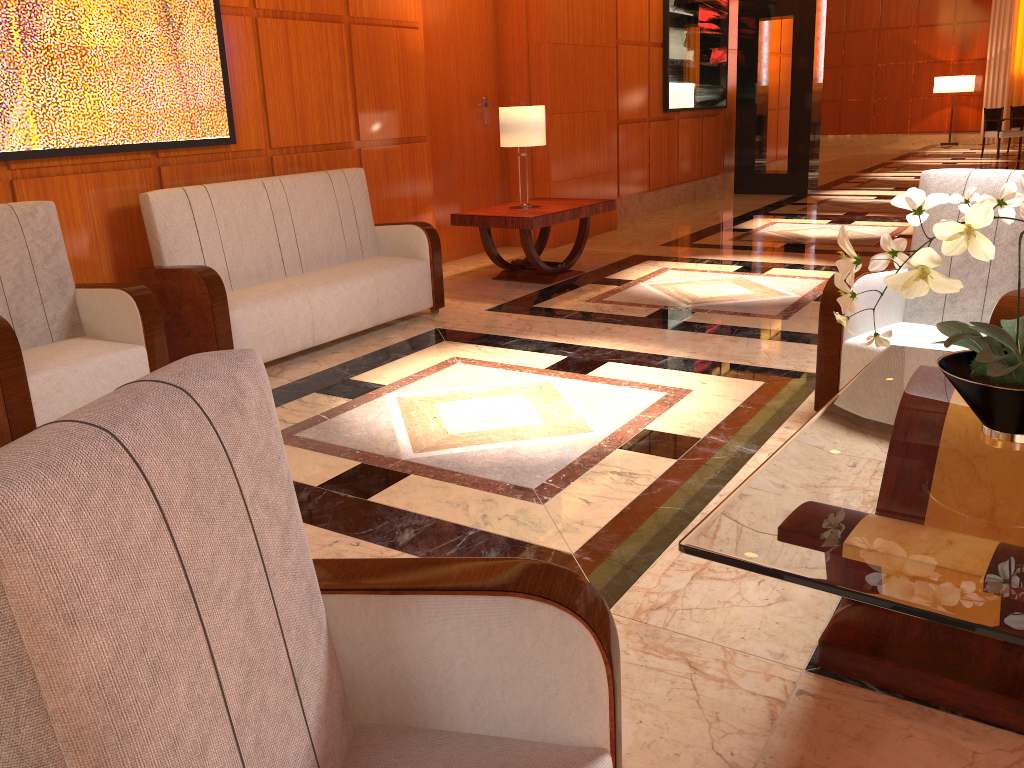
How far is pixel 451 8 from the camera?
7.2 meters

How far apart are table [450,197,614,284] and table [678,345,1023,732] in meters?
3.6

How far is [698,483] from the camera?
3.1m

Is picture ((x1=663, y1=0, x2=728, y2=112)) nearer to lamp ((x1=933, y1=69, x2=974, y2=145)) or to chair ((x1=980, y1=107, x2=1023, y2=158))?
chair ((x1=980, y1=107, x2=1023, y2=158))

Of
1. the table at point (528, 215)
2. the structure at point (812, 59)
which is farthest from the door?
the structure at point (812, 59)

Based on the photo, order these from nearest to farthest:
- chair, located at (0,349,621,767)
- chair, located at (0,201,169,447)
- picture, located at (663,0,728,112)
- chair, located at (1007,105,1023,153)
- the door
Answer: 1. chair, located at (0,349,621,767)
2. chair, located at (0,201,169,447)
3. the door
4. picture, located at (663,0,728,112)
5. chair, located at (1007,105,1023,153)

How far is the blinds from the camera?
19.2 meters

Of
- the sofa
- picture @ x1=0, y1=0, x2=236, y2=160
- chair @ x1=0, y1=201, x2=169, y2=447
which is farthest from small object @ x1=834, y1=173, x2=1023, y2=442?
picture @ x1=0, y1=0, x2=236, y2=160

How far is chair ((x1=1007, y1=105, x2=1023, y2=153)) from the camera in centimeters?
1688cm

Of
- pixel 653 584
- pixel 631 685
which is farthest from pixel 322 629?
pixel 653 584
